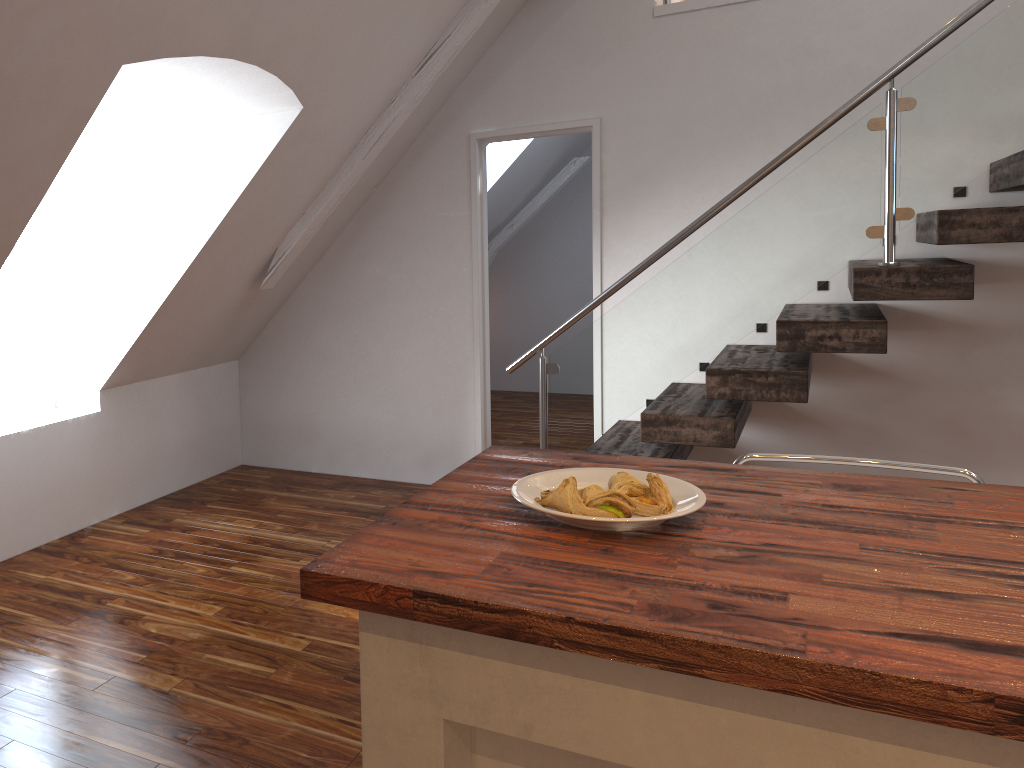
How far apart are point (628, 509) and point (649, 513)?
0.05m

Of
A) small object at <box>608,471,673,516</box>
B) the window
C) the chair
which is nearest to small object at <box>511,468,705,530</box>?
small object at <box>608,471,673,516</box>

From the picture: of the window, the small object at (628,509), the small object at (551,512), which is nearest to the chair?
the small object at (551,512)

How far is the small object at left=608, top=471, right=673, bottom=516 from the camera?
1.4m

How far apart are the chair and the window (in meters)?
3.19

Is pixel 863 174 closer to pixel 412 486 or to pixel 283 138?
pixel 283 138

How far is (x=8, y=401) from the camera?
3.8 meters

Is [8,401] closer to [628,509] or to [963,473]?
[628,509]

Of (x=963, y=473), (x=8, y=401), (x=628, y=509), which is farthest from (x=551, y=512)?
(x=8, y=401)

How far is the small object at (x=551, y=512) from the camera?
1.4m
